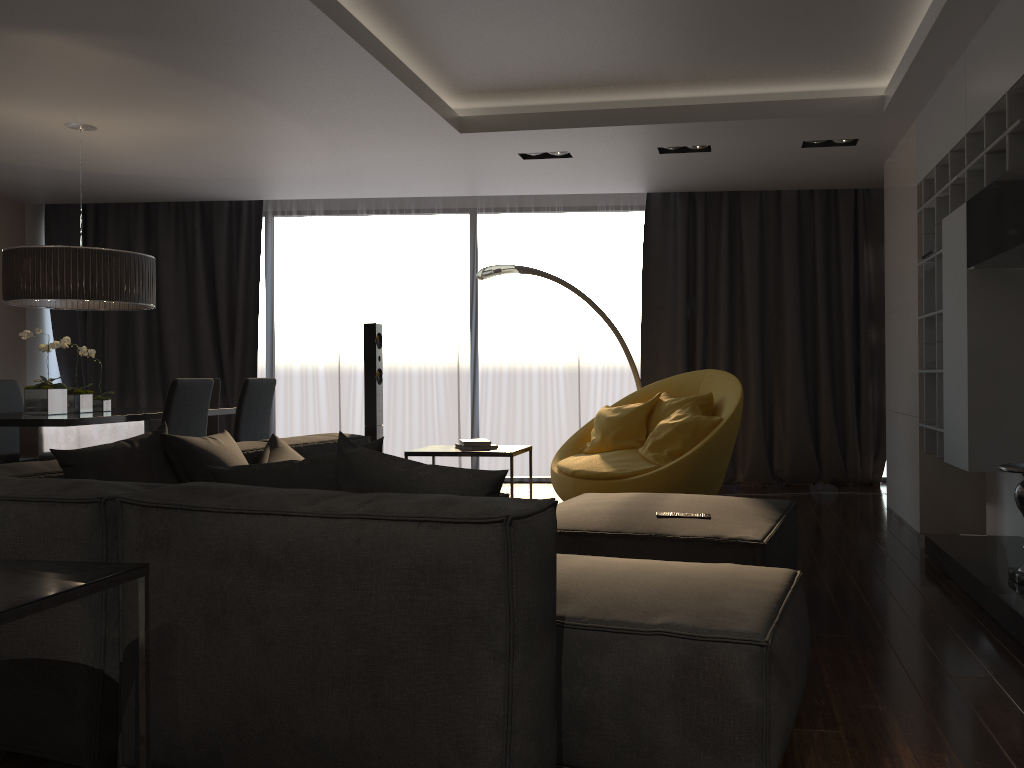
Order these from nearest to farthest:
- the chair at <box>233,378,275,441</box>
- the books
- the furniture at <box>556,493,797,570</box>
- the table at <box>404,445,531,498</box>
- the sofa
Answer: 1. the sofa
2. the furniture at <box>556,493,797,570</box>
3. the table at <box>404,445,531,498</box>
4. the books
5. the chair at <box>233,378,275,441</box>

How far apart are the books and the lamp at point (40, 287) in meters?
2.3

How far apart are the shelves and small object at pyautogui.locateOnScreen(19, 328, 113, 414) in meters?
4.9 m

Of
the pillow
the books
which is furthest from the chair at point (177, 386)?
the books

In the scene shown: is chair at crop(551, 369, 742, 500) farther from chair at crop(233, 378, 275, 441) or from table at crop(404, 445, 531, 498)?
chair at crop(233, 378, 275, 441)

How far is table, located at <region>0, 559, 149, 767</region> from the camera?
1.68m

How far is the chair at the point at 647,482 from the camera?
5.14m

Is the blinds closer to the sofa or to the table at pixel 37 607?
the sofa

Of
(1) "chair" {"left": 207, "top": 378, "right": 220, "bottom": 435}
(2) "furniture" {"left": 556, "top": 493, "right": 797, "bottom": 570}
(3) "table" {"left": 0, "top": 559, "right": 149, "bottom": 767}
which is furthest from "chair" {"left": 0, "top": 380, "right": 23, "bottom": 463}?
(3) "table" {"left": 0, "top": 559, "right": 149, "bottom": 767}

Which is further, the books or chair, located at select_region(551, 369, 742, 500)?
chair, located at select_region(551, 369, 742, 500)
